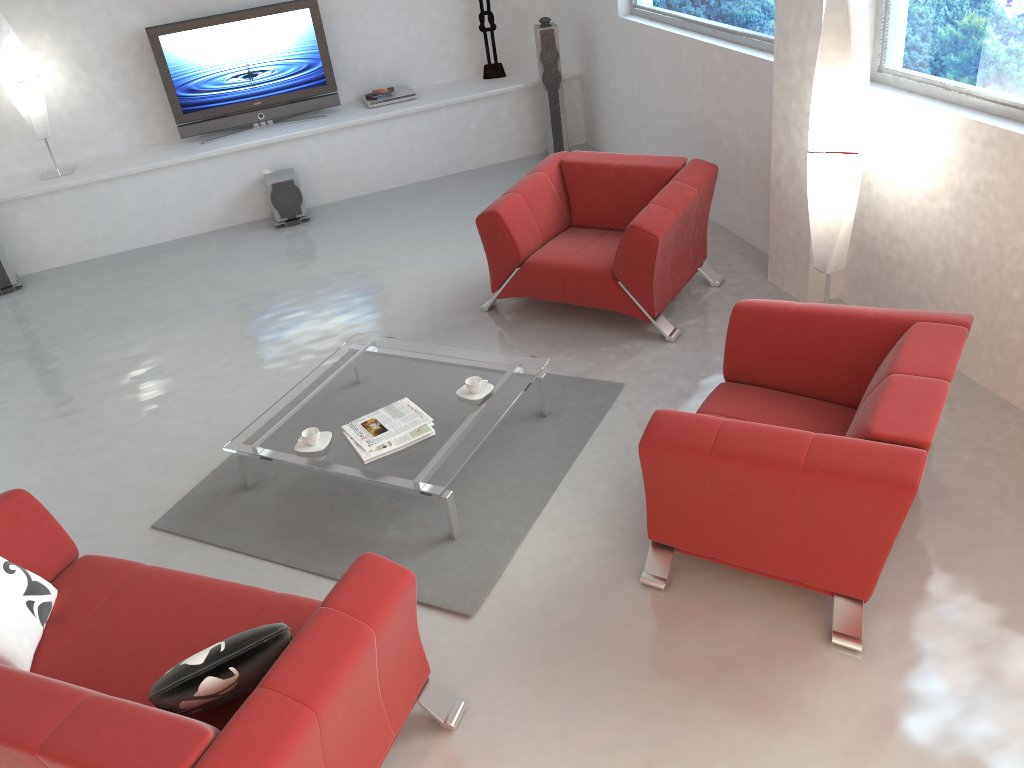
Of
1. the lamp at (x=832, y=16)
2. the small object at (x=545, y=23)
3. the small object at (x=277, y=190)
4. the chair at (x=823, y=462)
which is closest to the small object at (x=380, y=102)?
the small object at (x=277, y=190)

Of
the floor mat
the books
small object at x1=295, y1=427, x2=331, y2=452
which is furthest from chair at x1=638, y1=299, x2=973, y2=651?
small object at x1=295, y1=427, x2=331, y2=452

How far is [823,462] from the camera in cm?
280

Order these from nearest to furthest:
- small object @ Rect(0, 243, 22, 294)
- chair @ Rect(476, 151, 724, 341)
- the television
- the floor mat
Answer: the floor mat → chair @ Rect(476, 151, 724, 341) → small object @ Rect(0, 243, 22, 294) → the television

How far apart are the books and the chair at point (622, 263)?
1.4 meters

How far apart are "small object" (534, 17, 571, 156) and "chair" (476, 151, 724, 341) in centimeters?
209cm

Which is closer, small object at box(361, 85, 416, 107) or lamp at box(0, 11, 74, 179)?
lamp at box(0, 11, 74, 179)

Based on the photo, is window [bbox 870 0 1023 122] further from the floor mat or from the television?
the television

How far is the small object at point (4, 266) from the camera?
6.7m

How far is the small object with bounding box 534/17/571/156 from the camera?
7.2 meters
